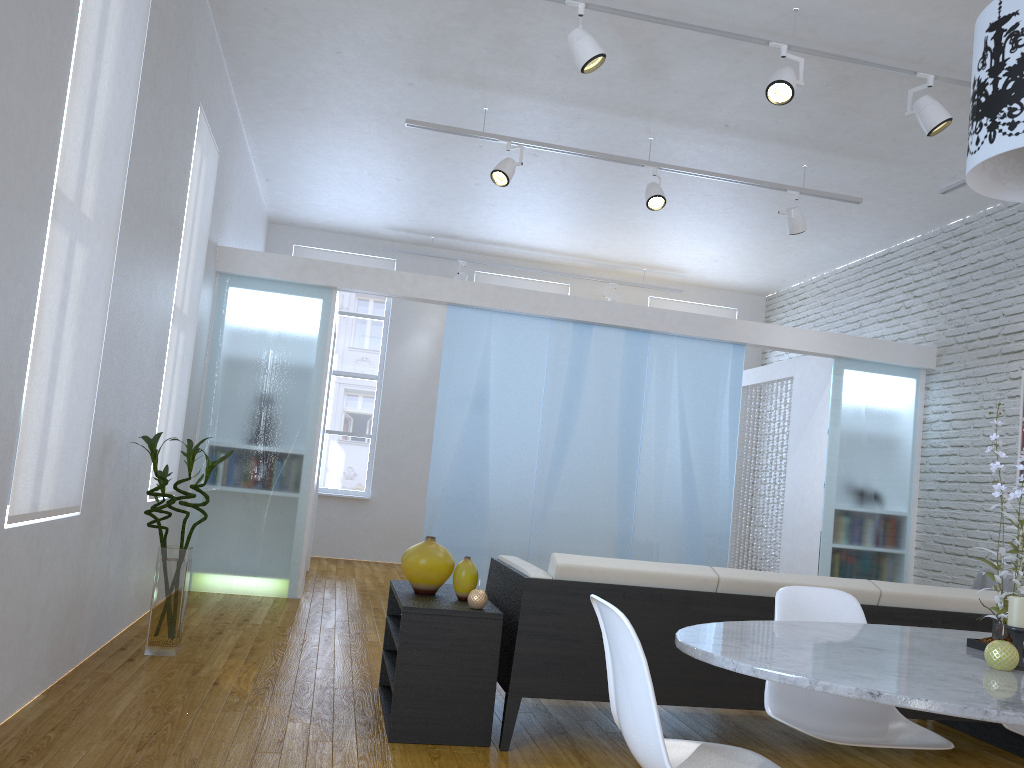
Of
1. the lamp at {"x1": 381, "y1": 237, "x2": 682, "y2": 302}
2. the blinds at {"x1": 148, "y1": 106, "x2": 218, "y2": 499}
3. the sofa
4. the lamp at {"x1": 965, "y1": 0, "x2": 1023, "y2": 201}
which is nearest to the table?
the sofa

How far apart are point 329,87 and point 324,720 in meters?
3.9 m

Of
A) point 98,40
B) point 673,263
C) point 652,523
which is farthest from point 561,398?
point 98,40

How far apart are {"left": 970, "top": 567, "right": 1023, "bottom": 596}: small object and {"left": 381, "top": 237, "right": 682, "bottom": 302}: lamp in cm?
462

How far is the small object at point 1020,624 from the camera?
1.83m

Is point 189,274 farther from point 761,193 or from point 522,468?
point 761,193

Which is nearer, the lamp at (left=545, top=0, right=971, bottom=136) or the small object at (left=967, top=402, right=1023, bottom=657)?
the small object at (left=967, top=402, right=1023, bottom=657)

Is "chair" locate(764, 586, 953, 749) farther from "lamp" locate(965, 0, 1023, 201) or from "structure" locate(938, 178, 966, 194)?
"structure" locate(938, 178, 966, 194)

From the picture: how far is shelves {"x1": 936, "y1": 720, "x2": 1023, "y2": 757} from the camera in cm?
362

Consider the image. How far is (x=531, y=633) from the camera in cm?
304
